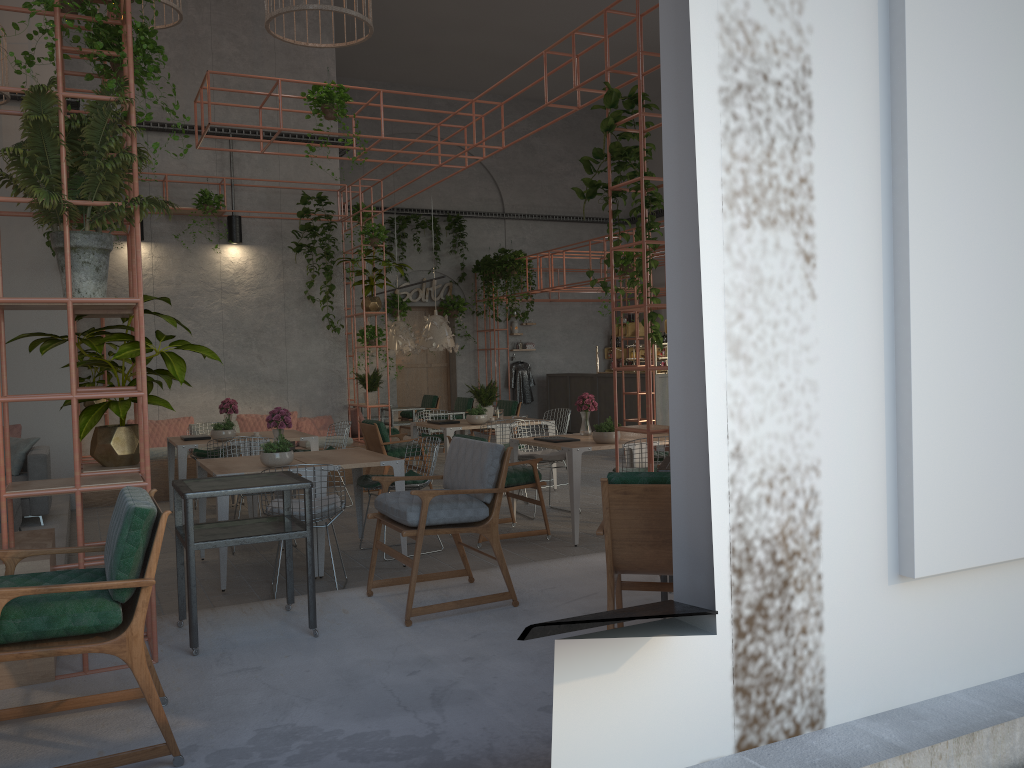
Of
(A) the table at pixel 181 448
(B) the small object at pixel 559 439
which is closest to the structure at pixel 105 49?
(B) the small object at pixel 559 439

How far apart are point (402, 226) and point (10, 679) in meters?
14.6

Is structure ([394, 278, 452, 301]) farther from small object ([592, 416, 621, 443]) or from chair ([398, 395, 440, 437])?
small object ([592, 416, 621, 443])

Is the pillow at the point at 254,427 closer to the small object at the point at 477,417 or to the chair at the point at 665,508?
the small object at the point at 477,417

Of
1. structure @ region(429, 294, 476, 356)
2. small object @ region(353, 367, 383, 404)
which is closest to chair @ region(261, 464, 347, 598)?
small object @ region(353, 367, 383, 404)

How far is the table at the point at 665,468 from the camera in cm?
463

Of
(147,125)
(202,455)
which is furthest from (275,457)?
(147,125)

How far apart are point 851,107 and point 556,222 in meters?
16.8

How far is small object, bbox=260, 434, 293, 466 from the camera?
6.5m

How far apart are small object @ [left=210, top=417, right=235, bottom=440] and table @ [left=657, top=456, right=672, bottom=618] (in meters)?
5.44
